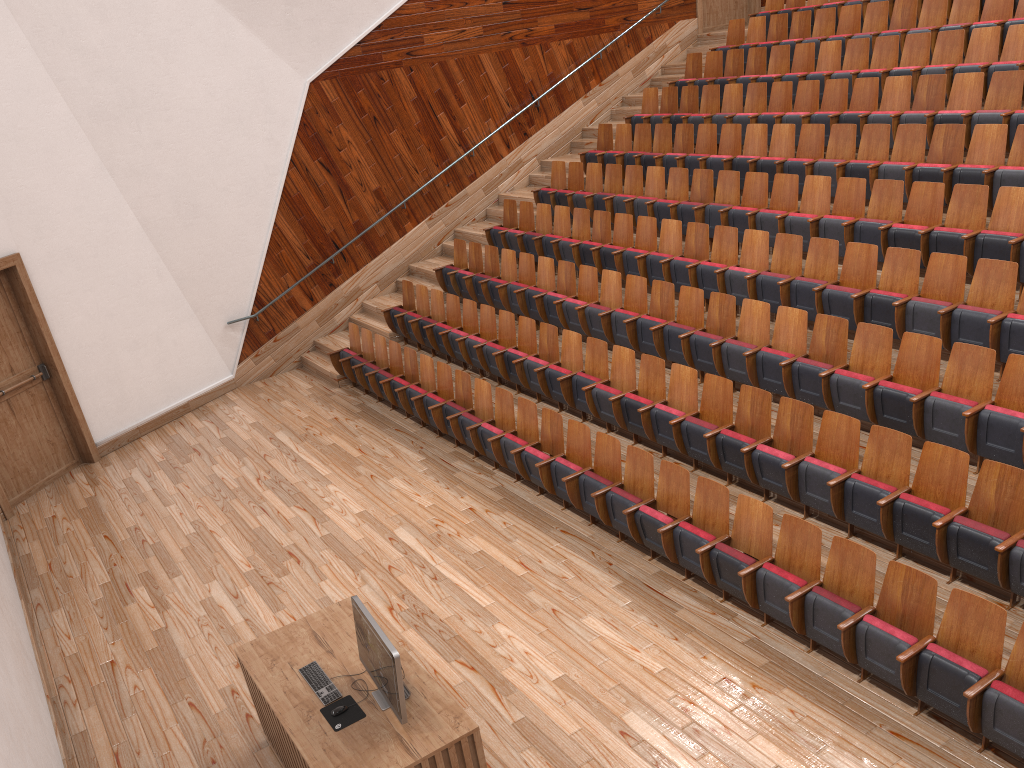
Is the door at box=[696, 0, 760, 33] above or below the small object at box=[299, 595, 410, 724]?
above

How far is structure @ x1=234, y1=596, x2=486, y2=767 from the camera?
0.4 meters

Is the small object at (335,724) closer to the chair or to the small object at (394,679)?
the small object at (394,679)

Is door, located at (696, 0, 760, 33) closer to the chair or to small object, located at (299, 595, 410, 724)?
the chair

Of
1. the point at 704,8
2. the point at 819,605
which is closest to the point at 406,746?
the point at 819,605

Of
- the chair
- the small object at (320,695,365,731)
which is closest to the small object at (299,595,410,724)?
the small object at (320,695,365,731)

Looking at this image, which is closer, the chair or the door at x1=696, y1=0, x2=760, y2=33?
the chair

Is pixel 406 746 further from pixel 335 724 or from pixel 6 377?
pixel 6 377

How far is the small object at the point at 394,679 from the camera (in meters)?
0.41

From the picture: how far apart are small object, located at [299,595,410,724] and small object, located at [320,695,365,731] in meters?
0.0 m
